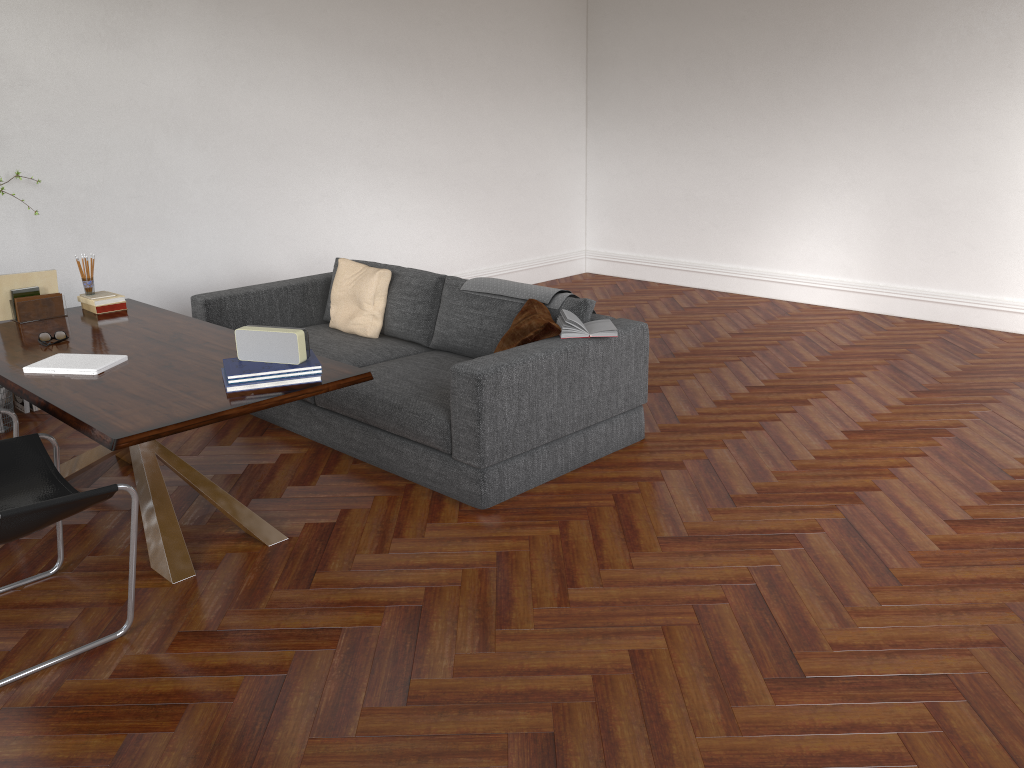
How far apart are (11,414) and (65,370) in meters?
0.4 m

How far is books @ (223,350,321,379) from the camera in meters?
3.3 m

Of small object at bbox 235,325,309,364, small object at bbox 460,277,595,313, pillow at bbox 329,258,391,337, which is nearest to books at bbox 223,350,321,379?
small object at bbox 235,325,309,364

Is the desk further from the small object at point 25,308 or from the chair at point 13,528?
the chair at point 13,528

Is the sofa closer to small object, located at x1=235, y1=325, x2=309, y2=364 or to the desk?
the desk

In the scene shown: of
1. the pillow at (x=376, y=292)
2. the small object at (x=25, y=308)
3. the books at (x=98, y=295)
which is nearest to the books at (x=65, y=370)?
the small object at (x=25, y=308)

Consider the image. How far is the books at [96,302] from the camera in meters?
4.6 m

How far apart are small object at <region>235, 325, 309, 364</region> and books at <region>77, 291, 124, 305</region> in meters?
1.6

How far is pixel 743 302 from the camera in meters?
8.1

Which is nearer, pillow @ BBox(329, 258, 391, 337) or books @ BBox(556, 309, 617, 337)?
books @ BBox(556, 309, 617, 337)
